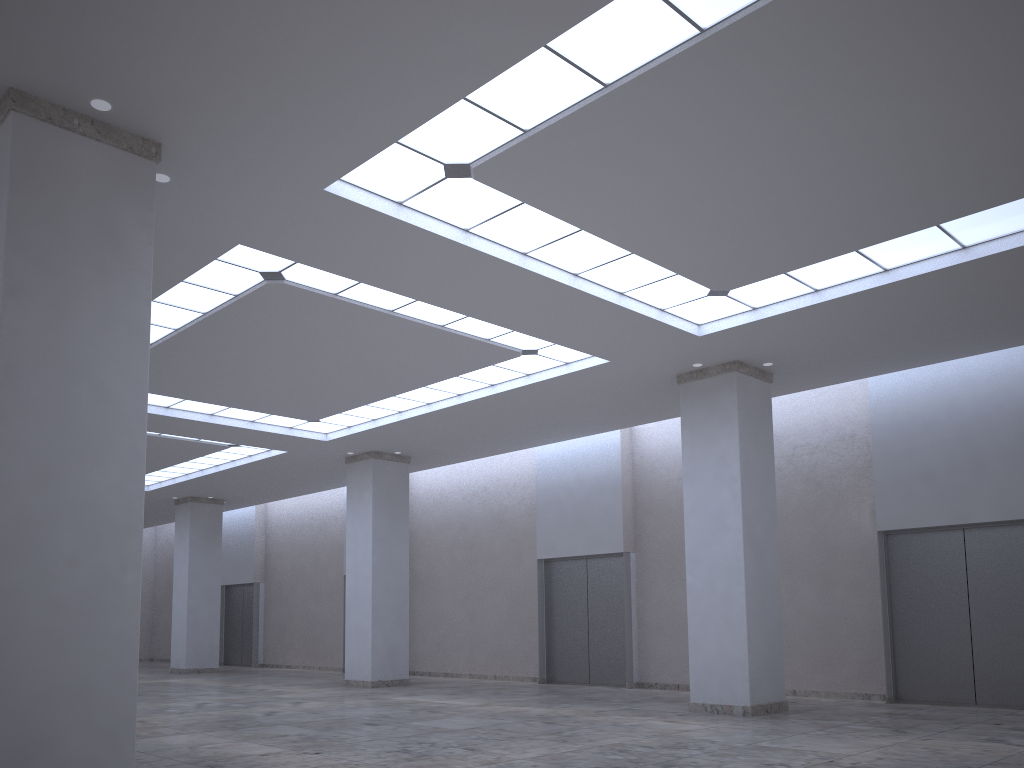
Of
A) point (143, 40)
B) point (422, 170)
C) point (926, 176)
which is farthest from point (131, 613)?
point (926, 176)

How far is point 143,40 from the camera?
19.96m
